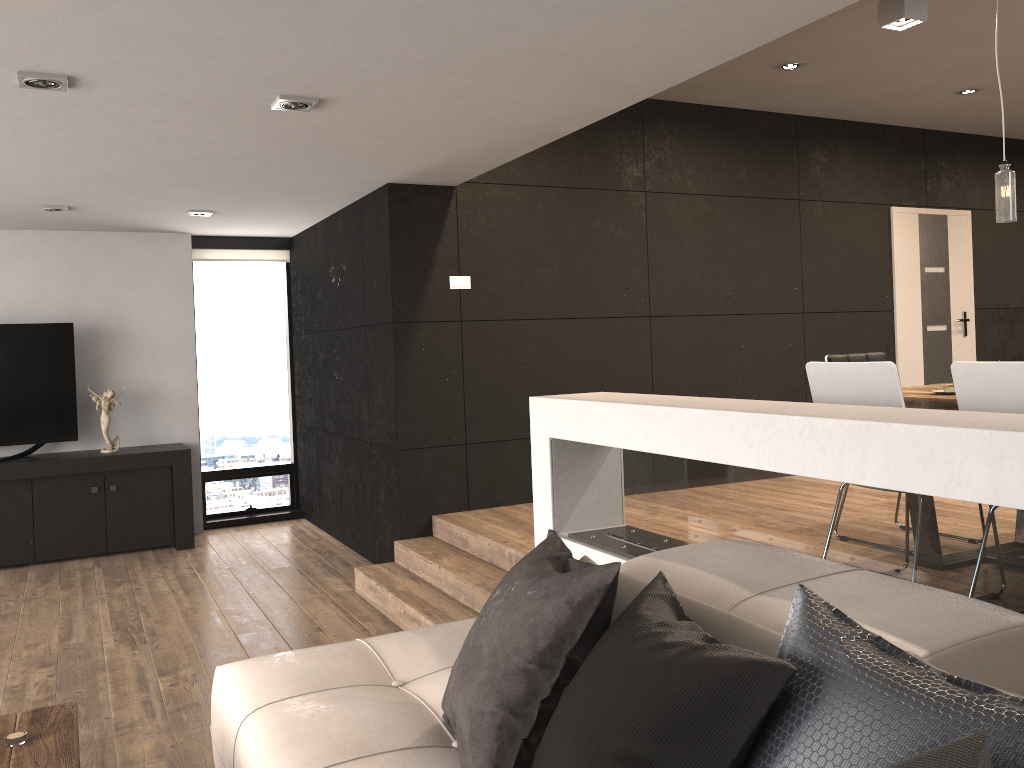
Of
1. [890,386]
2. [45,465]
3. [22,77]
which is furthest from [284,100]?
[45,465]

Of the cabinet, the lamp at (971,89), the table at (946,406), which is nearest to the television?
the cabinet

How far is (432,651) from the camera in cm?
278

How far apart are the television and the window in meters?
1.2 m

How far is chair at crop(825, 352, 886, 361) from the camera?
4.6 meters

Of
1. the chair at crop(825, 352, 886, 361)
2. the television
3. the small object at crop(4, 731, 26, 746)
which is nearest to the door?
the chair at crop(825, 352, 886, 361)

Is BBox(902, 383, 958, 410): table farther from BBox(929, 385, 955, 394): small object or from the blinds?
the blinds

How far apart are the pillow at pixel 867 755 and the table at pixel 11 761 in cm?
91

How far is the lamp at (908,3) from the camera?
4.2m

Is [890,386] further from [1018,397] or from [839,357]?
[839,357]
